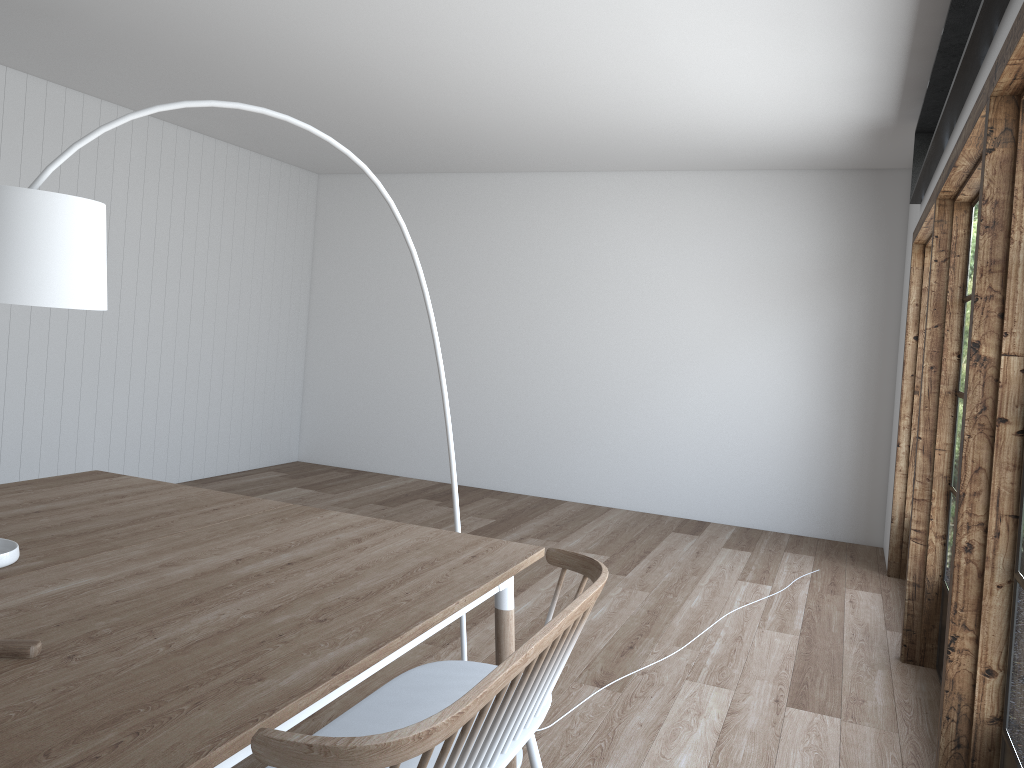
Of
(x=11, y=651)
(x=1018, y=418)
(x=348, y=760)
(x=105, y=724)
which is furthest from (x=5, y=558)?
(x=1018, y=418)

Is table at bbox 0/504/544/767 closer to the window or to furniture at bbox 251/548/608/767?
furniture at bbox 251/548/608/767

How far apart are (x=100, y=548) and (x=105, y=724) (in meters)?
1.08

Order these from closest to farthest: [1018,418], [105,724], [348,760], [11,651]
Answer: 1. [348,760]
2. [105,724]
3. [11,651]
4. [1018,418]

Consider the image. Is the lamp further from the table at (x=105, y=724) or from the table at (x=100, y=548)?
the table at (x=100, y=548)

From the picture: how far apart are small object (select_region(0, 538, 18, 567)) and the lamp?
0.6 meters

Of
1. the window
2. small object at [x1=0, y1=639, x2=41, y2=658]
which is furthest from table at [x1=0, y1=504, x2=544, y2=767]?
the window

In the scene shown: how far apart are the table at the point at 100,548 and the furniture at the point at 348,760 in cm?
78

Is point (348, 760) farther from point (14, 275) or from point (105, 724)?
point (14, 275)

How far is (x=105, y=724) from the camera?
1.37m
